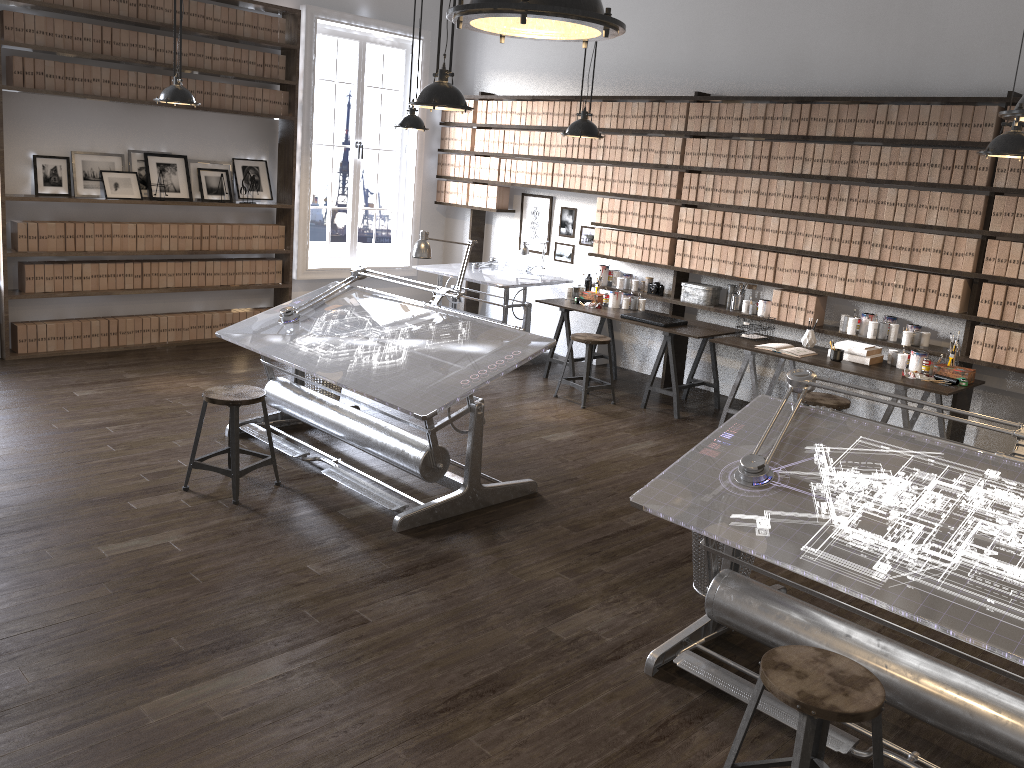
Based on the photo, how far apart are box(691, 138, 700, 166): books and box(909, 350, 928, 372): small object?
2.32m

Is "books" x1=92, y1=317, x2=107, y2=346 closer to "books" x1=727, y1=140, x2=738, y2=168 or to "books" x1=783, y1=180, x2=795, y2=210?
"books" x1=727, y1=140, x2=738, y2=168

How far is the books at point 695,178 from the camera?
7.0 meters

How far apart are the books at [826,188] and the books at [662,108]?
1.54m

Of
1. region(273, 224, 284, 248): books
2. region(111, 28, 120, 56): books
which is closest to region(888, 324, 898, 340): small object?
region(273, 224, 284, 248): books

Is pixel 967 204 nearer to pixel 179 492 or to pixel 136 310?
pixel 179 492

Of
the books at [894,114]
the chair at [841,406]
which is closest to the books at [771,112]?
the books at [894,114]

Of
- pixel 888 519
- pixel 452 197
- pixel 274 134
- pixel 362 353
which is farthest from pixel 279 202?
pixel 888 519

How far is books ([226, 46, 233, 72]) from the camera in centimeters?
755cm

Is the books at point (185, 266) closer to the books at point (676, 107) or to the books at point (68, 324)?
the books at point (68, 324)
